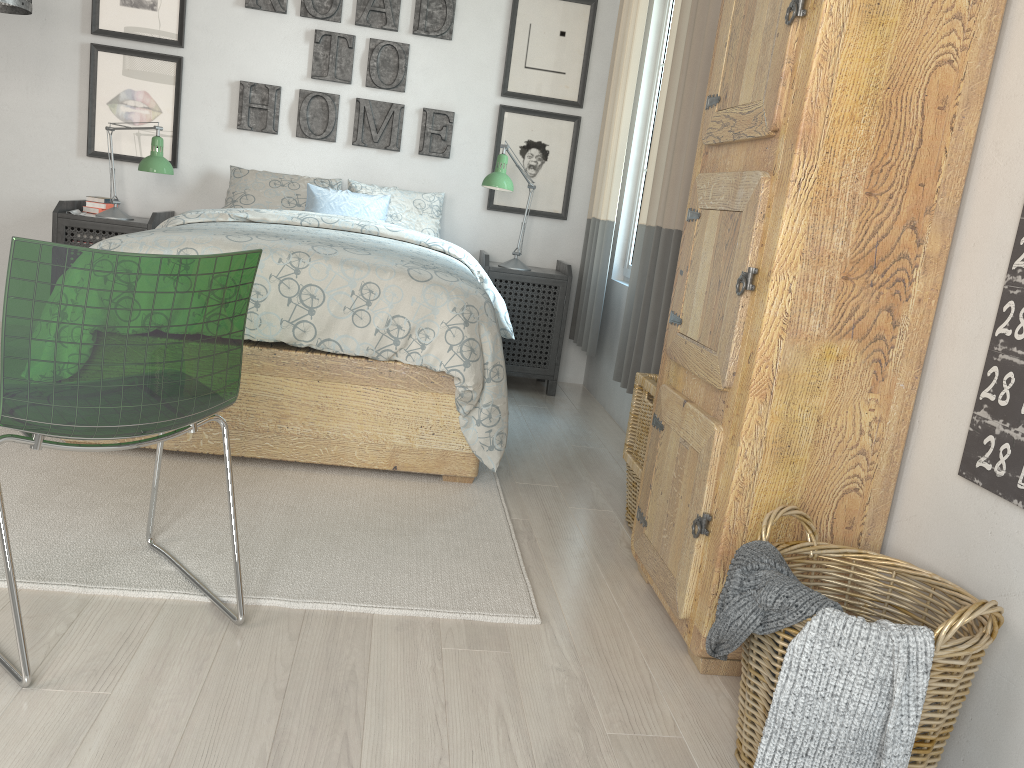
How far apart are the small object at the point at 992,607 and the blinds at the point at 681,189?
1.4 meters

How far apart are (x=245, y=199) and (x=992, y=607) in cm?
365

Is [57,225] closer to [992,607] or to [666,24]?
[666,24]

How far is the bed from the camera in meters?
2.6

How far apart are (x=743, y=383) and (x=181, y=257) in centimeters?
106cm

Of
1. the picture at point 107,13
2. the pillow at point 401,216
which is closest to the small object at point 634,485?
the pillow at point 401,216

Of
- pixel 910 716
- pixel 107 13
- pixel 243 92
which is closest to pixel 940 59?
pixel 910 716

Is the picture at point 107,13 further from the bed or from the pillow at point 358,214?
the bed

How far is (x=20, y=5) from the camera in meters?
3.0

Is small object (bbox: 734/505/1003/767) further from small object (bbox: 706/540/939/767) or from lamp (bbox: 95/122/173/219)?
lamp (bbox: 95/122/173/219)
